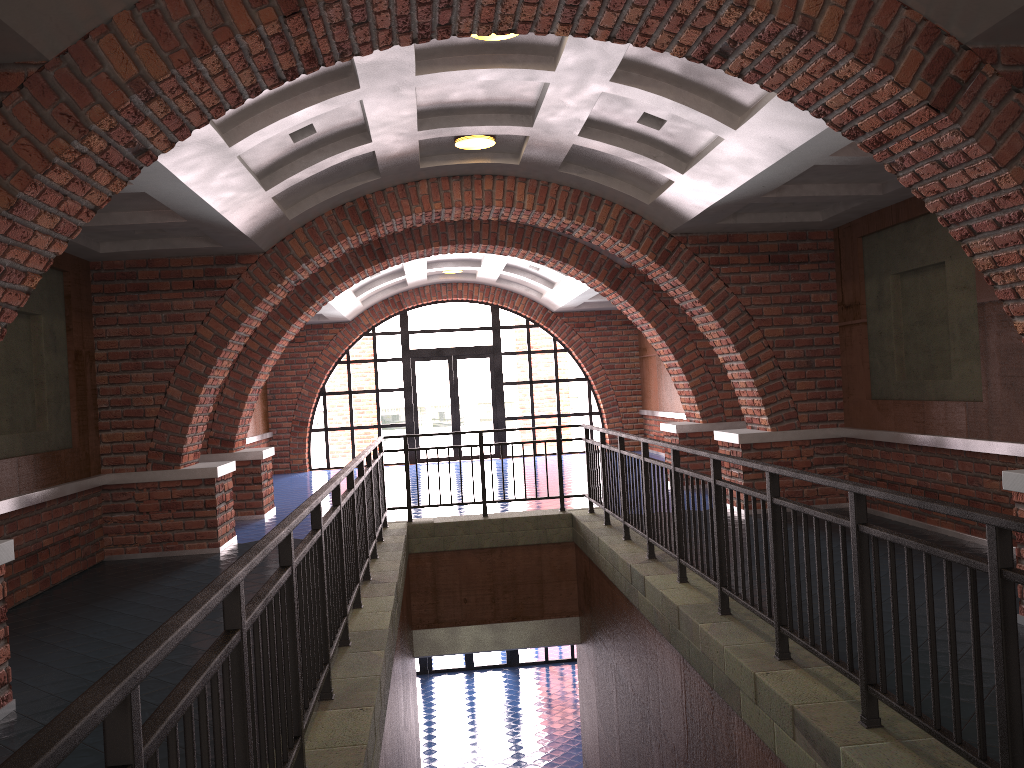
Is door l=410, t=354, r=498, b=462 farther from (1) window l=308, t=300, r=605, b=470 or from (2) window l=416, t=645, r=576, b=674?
(2) window l=416, t=645, r=576, b=674

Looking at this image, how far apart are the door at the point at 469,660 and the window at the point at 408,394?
4.65m

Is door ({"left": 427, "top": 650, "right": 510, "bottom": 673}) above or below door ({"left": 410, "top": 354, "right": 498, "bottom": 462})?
below

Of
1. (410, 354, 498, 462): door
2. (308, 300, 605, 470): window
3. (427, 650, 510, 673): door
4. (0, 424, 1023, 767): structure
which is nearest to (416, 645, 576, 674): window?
(427, 650, 510, 673): door

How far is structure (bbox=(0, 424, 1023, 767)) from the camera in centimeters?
191cm

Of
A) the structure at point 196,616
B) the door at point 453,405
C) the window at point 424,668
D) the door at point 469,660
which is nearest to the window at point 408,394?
the door at point 453,405

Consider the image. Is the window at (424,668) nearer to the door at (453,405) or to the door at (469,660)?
the door at (469,660)

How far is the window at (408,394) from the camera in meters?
18.6

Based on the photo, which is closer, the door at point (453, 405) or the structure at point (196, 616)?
the structure at point (196, 616)

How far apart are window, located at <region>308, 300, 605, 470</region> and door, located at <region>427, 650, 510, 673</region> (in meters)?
4.65
